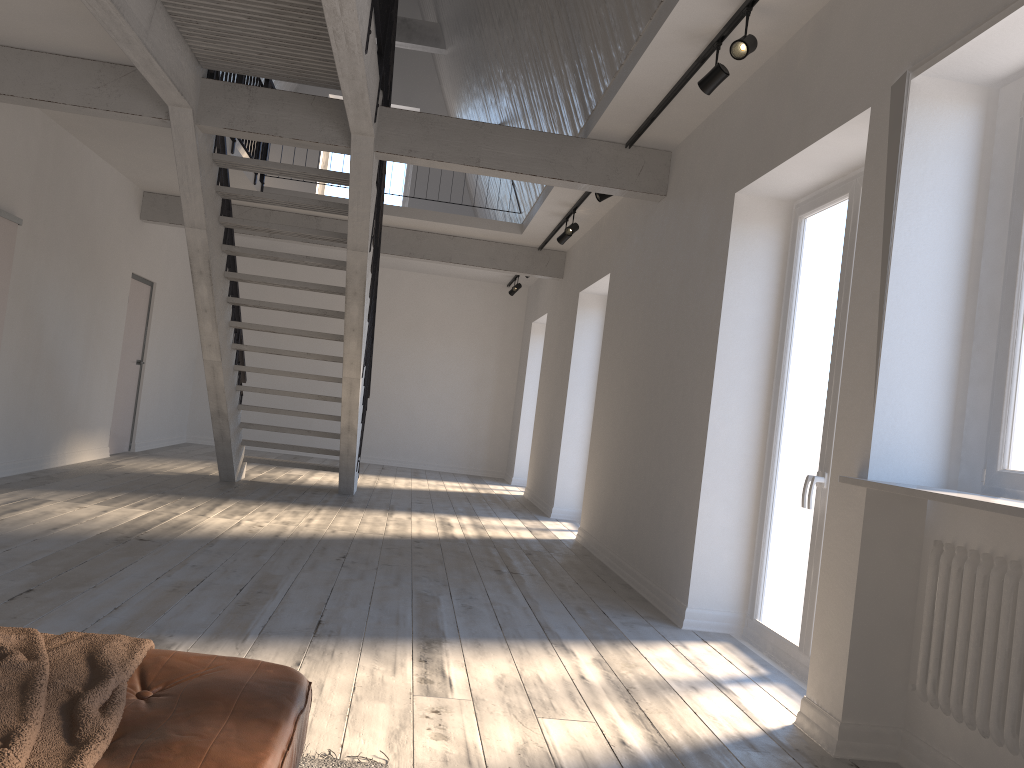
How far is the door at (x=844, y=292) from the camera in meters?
4.1

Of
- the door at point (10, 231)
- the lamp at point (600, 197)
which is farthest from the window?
the door at point (10, 231)

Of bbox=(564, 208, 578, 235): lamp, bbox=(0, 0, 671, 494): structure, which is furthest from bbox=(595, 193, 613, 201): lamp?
bbox=(564, 208, 578, 235): lamp

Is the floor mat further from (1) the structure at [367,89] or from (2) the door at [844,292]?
(1) the structure at [367,89]

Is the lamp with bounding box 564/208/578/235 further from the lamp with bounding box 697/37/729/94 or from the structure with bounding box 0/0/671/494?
the lamp with bounding box 697/37/729/94

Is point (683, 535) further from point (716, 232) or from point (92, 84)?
point (92, 84)

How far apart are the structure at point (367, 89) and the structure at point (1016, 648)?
3.2 meters

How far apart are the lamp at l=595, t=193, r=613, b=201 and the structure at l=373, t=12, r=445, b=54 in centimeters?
626cm

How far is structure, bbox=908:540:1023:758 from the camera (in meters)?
2.51

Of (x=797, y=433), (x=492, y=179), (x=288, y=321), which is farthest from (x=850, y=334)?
(x=288, y=321)
